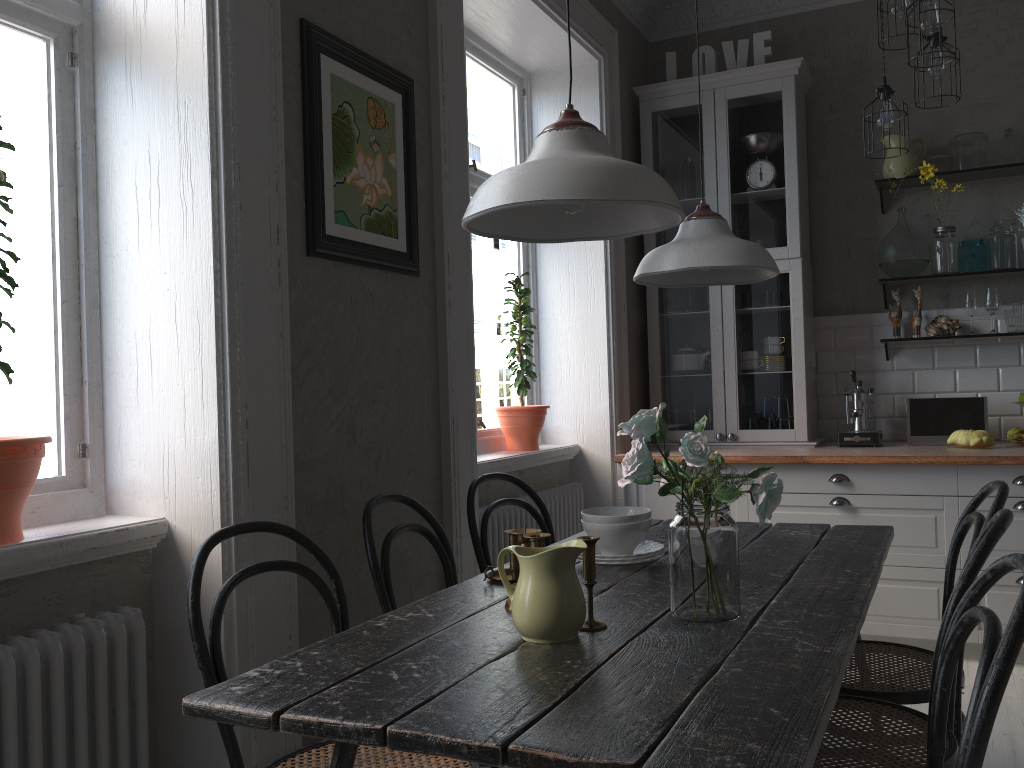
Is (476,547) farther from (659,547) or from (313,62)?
(313,62)

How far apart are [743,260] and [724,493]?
0.74m

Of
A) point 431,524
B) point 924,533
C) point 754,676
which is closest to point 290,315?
point 431,524

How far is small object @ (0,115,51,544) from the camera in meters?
1.7

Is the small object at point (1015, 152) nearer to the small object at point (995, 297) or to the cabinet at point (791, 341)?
the small object at point (995, 297)

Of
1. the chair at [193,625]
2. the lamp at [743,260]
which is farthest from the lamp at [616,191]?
the chair at [193,625]

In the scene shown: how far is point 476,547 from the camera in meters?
2.6 m

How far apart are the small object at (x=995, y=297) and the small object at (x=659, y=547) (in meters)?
2.69

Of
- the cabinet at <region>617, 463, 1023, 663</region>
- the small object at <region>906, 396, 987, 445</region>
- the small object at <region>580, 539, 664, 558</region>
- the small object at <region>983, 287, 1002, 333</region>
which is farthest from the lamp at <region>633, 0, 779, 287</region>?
the small object at <region>983, 287, 1002, 333</region>

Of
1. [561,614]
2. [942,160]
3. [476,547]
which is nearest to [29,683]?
[561,614]
